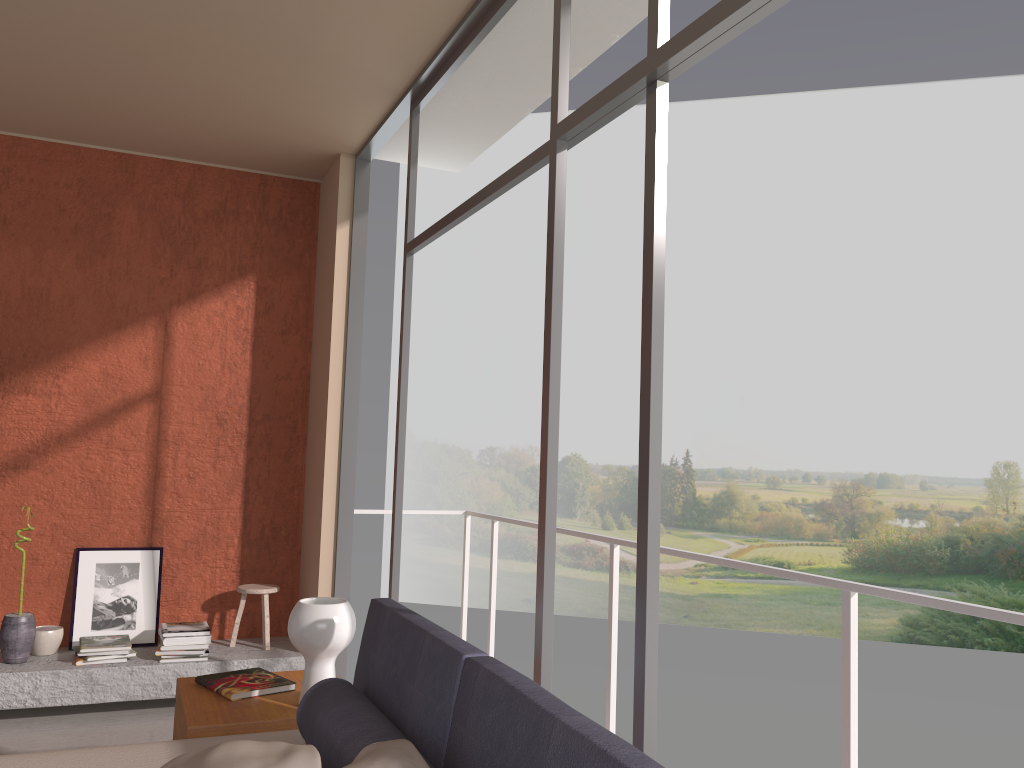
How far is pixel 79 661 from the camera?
4.6m

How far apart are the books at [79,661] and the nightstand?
1.74m

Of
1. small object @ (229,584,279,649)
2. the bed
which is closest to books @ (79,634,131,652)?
small object @ (229,584,279,649)

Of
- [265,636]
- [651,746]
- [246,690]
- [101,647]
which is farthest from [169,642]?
[651,746]

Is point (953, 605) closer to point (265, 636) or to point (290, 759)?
point (290, 759)

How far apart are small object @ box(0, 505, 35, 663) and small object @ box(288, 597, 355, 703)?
2.4 meters

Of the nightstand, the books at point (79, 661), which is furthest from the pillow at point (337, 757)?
the books at point (79, 661)

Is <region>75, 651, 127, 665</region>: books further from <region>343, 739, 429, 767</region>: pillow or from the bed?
<region>343, 739, 429, 767</region>: pillow

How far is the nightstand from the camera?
2.7 meters

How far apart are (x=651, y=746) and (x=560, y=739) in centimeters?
69cm
